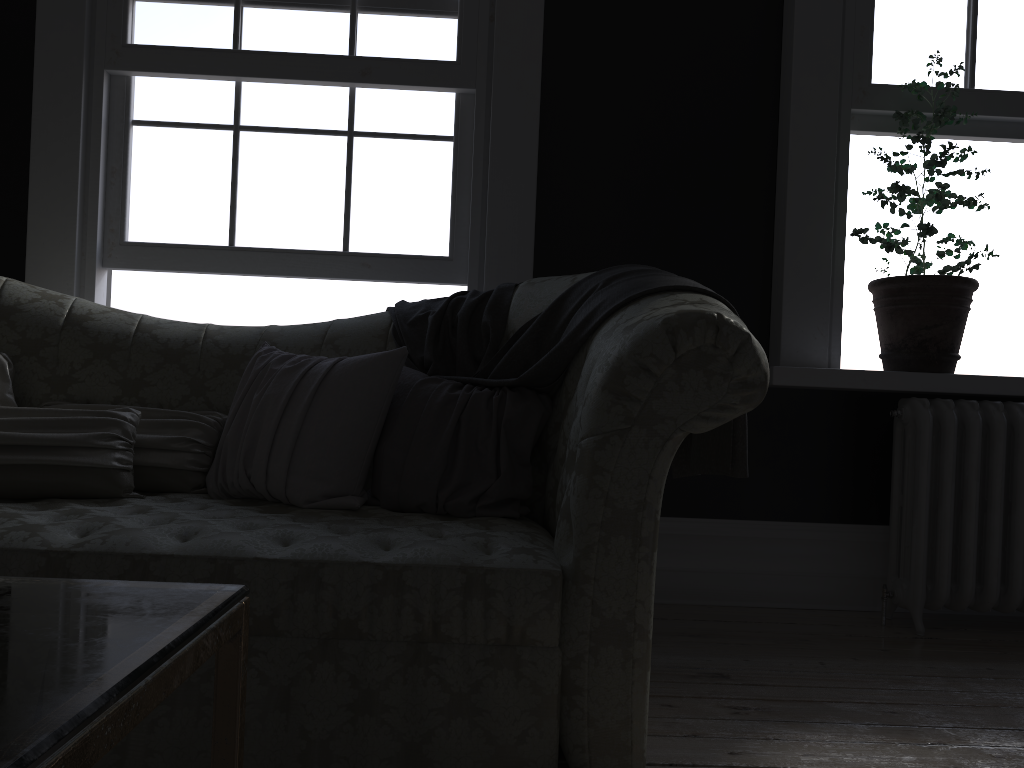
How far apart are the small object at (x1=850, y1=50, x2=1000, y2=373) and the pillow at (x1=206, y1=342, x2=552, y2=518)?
1.5m

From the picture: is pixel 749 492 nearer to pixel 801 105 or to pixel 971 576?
pixel 971 576

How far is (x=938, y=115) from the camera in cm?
312

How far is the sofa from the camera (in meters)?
1.70

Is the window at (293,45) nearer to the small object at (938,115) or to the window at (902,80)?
the small object at (938,115)

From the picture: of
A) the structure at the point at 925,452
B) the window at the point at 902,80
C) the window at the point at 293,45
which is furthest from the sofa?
the window at the point at 902,80

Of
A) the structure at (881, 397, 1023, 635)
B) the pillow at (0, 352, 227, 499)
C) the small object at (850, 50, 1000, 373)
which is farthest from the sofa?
the structure at (881, 397, 1023, 635)

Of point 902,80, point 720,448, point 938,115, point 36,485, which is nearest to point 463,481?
point 720,448

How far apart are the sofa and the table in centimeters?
92cm

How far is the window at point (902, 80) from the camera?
3.4m
